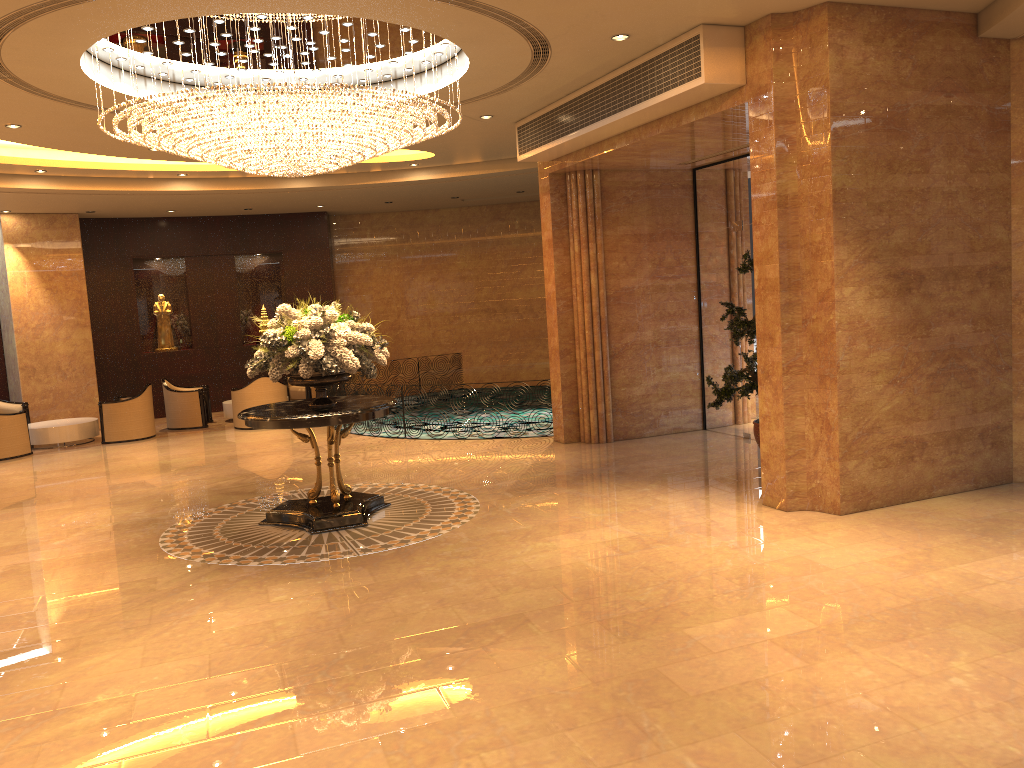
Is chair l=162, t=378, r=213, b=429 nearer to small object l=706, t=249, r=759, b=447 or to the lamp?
the lamp

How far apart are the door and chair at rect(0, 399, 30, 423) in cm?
1205

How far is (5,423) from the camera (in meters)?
13.48

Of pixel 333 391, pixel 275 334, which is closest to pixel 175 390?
pixel 333 391

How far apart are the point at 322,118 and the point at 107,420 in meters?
9.3 m

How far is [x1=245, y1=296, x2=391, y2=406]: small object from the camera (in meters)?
7.84

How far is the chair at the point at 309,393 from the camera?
17.0 meters

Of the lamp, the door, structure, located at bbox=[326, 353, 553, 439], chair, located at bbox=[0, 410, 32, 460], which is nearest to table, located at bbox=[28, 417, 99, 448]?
chair, located at bbox=[0, 410, 32, 460]

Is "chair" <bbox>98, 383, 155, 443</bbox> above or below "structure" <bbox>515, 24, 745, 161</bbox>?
below

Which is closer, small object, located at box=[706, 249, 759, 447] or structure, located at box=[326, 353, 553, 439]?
small object, located at box=[706, 249, 759, 447]
